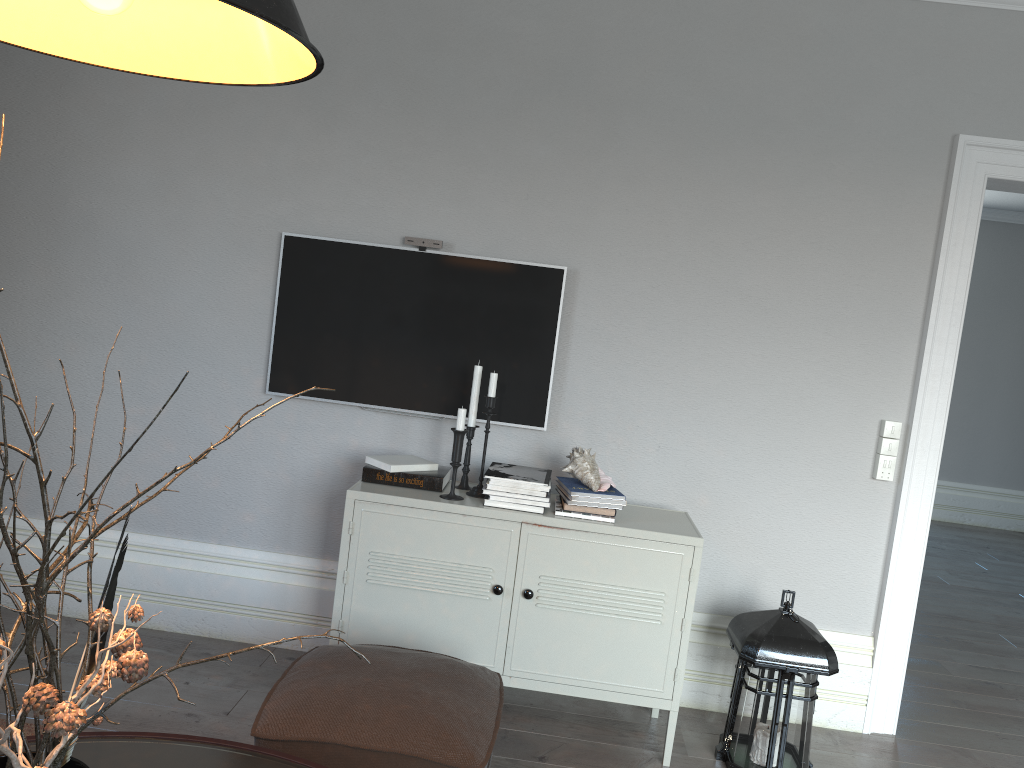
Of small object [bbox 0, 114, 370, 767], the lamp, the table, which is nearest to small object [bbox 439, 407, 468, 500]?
the table

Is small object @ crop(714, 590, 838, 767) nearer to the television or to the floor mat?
the television

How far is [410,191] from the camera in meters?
3.3 m

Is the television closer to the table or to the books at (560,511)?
the books at (560,511)

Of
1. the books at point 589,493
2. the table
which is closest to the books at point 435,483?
the books at point 589,493

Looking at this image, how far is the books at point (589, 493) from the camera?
2.9m

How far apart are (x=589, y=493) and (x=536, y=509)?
0.2m

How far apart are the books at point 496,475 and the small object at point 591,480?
0.1m

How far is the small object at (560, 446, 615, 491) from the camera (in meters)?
2.90

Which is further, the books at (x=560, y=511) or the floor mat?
the books at (x=560, y=511)
